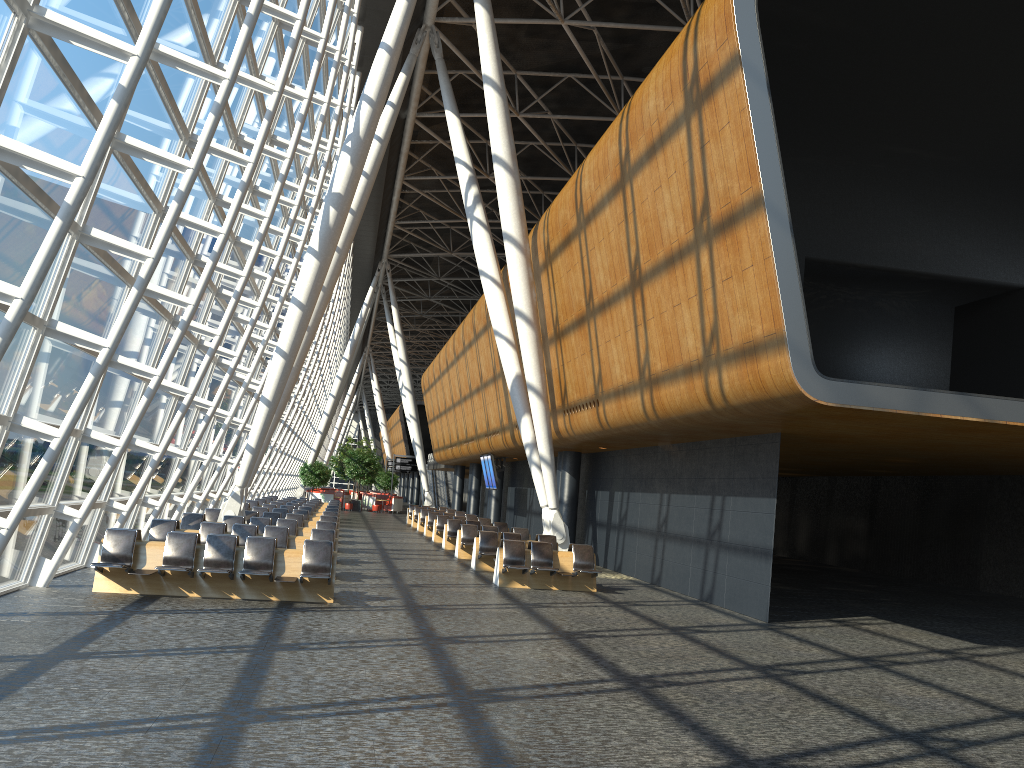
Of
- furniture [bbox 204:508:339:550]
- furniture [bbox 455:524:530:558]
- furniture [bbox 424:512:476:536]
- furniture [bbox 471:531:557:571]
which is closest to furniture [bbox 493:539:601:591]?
furniture [bbox 471:531:557:571]

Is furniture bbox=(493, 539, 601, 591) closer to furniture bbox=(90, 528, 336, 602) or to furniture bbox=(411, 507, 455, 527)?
furniture bbox=(90, 528, 336, 602)

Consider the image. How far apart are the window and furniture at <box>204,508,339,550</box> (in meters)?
0.93

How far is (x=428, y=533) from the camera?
30.9m

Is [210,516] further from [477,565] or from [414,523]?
[414,523]

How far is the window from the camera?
8.48m

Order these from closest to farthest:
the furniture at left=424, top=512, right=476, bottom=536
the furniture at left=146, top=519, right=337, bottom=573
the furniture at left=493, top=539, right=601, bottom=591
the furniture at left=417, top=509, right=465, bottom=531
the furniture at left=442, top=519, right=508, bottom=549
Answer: the furniture at left=146, top=519, right=337, bottom=573 < the furniture at left=493, top=539, right=601, bottom=591 < the furniture at left=442, top=519, right=508, bottom=549 < the furniture at left=424, top=512, right=476, bottom=536 < the furniture at left=417, top=509, right=465, bottom=531

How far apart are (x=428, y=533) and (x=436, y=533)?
3.1 meters

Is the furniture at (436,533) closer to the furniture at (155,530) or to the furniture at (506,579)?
the furniture at (506,579)

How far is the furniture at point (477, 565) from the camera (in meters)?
19.14
